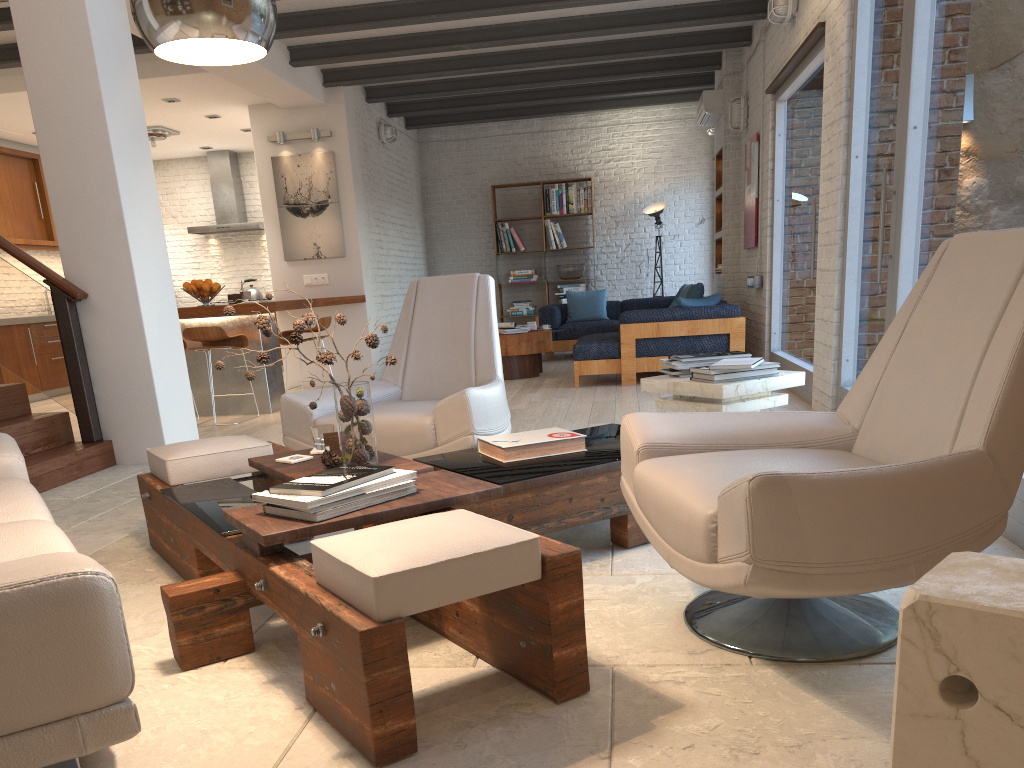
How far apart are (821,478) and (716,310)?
6.1m

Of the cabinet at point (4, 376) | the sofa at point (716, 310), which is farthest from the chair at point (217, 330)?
the cabinet at point (4, 376)

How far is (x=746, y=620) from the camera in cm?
224

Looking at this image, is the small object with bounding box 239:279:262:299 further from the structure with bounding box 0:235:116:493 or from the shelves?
the structure with bounding box 0:235:116:493

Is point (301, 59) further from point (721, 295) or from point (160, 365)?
point (721, 295)

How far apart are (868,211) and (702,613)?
3.4m

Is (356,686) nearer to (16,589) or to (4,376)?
(16,589)

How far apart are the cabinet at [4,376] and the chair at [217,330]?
3.55m

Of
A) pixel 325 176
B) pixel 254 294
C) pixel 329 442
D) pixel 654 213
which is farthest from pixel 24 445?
pixel 654 213

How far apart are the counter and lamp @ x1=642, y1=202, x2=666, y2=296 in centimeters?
442cm
